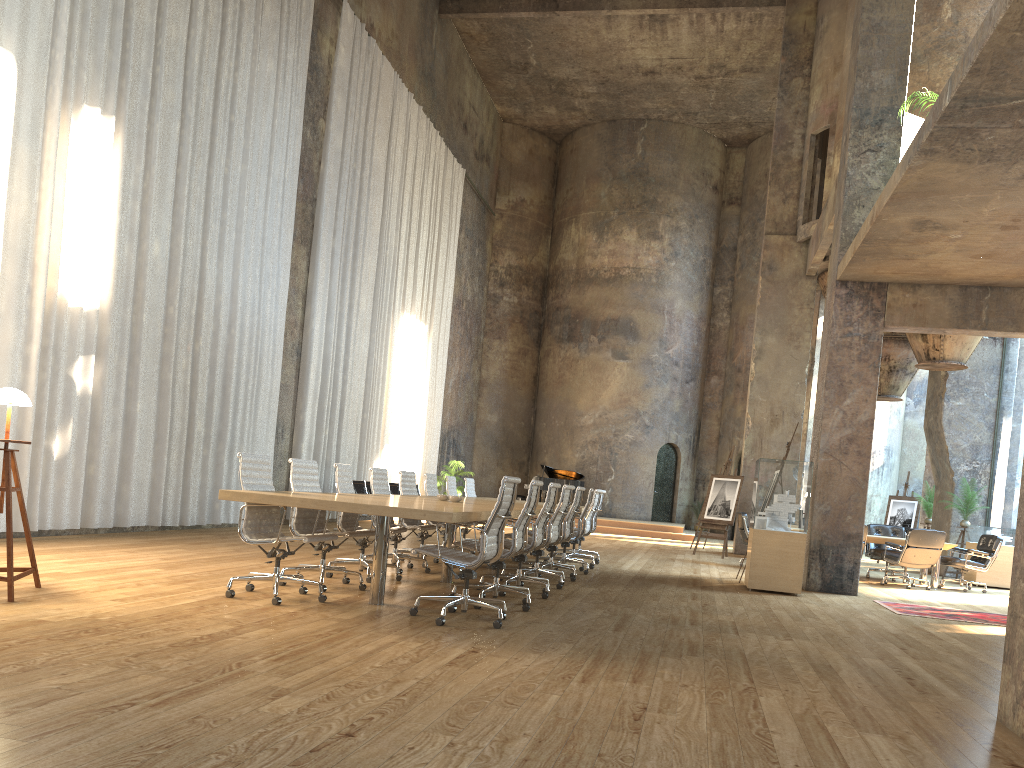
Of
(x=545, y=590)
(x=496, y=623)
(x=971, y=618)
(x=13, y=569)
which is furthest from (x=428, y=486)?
(x=971, y=618)

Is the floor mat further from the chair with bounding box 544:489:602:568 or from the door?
the door

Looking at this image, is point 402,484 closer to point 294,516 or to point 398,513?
point 294,516

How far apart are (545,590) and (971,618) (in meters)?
4.78

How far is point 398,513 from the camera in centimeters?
A: 546cm

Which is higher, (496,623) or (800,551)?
(800,551)

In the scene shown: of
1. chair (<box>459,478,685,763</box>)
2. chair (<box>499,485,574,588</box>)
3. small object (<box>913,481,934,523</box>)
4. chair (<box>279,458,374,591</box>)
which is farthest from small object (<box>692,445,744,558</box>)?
chair (<box>279,458,374,591</box>)

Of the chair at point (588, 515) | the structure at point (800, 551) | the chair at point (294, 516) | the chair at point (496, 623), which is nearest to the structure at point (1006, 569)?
the structure at point (800, 551)

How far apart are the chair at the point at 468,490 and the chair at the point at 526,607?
5.22m

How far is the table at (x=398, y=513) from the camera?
5.46m
